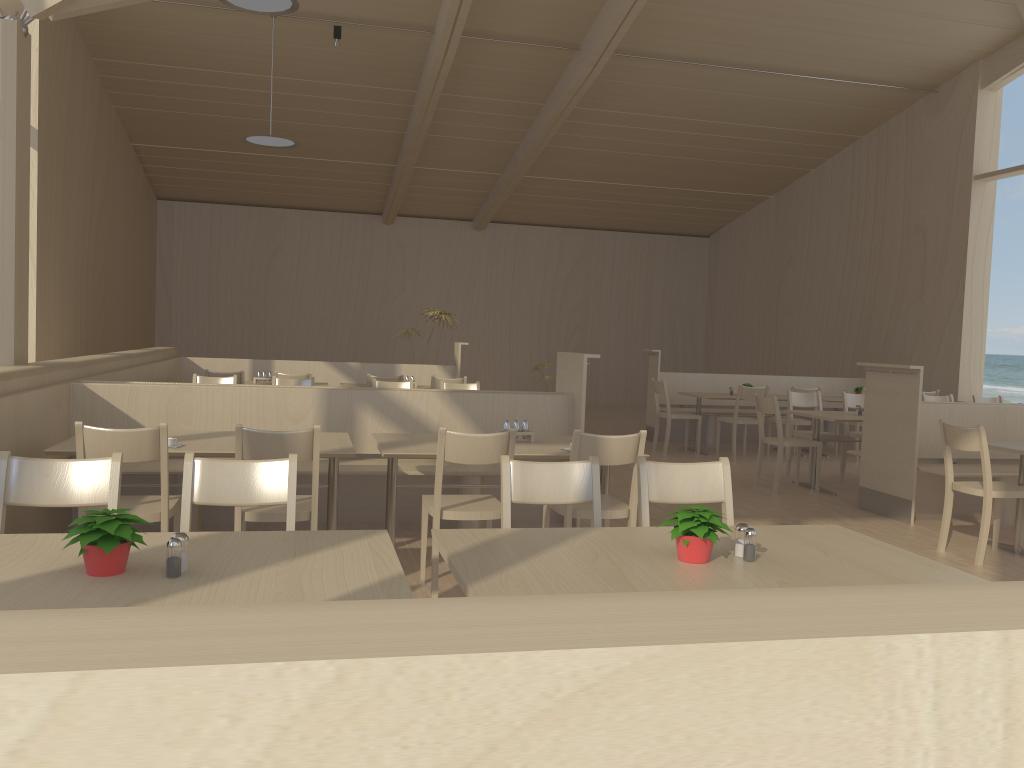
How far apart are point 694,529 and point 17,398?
3.32m

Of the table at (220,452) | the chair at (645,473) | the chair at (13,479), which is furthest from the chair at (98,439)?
the chair at (645,473)

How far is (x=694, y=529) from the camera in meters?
2.2

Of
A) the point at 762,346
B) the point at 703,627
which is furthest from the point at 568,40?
the point at 703,627

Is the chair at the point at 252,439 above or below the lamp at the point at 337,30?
below

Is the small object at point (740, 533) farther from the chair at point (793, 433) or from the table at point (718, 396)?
the table at point (718, 396)

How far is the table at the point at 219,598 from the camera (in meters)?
1.79

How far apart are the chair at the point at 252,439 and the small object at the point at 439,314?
6.7m

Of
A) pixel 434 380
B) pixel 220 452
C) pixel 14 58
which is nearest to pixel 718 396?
pixel 434 380

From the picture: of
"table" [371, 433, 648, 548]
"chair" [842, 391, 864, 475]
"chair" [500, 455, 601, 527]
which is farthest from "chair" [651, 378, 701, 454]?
"chair" [500, 455, 601, 527]
